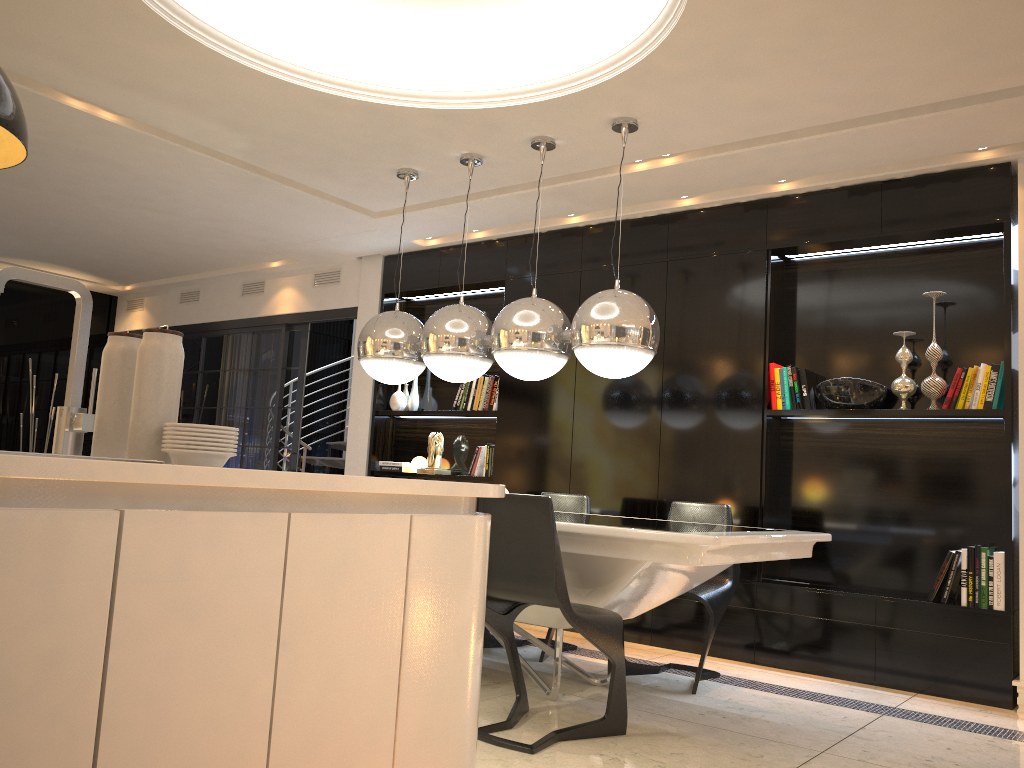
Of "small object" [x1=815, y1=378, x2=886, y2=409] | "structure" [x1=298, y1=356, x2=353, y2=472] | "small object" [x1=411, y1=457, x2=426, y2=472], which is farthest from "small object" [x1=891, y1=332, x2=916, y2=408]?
"structure" [x1=298, y1=356, x2=353, y2=472]

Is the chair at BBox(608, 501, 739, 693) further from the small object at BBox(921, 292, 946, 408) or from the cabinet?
the cabinet

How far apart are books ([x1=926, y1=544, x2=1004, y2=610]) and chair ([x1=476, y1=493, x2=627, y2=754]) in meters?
2.0 m

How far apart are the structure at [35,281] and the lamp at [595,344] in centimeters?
259cm

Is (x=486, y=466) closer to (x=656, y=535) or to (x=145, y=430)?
(x=656, y=535)

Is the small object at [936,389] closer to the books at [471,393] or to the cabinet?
the books at [471,393]

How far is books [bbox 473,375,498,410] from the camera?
6.2 meters

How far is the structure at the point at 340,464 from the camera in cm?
918

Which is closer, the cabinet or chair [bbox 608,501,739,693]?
the cabinet

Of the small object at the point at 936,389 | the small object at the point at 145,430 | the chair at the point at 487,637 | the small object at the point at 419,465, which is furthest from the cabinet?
the small object at the point at 419,465
